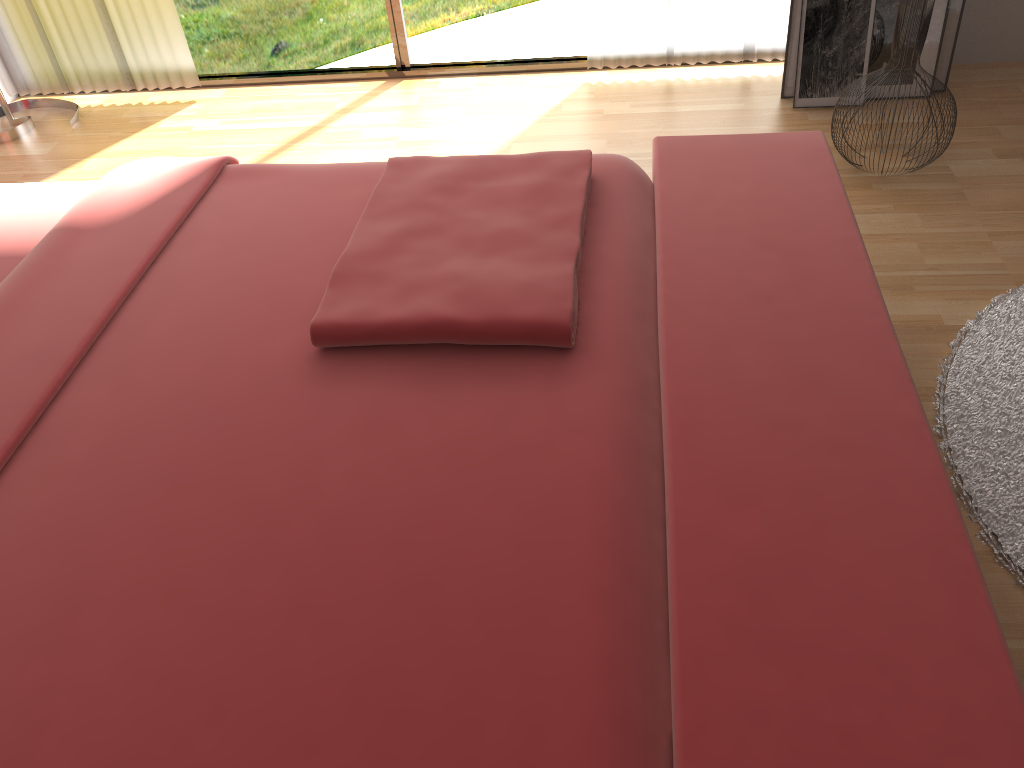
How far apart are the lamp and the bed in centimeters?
143cm

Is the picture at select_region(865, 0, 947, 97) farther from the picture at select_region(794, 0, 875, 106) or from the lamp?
the lamp

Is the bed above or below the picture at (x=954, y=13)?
above

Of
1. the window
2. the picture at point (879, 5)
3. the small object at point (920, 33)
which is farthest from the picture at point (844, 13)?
the window

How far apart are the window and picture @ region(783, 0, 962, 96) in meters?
0.7

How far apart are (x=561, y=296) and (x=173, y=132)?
2.2m

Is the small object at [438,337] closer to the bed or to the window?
the bed

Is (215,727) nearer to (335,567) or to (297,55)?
(335,567)

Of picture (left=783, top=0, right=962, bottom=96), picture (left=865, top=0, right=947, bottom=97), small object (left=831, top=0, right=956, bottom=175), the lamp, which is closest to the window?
the lamp

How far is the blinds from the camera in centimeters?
285cm
